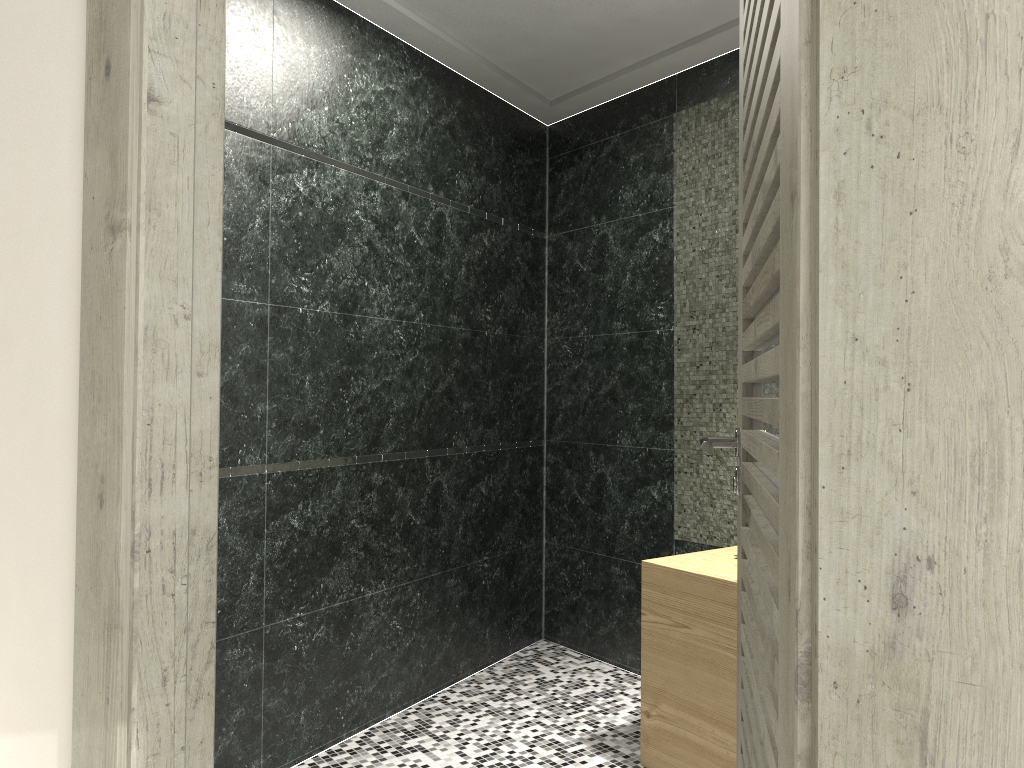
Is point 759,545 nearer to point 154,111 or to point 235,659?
point 154,111

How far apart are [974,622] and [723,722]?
2.32m

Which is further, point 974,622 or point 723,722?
point 723,722

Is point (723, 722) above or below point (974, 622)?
below

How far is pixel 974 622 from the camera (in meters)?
0.65

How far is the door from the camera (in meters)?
0.65

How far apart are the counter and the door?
1.0m

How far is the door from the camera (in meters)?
0.65

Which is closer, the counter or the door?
the door

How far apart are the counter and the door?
1.02m
